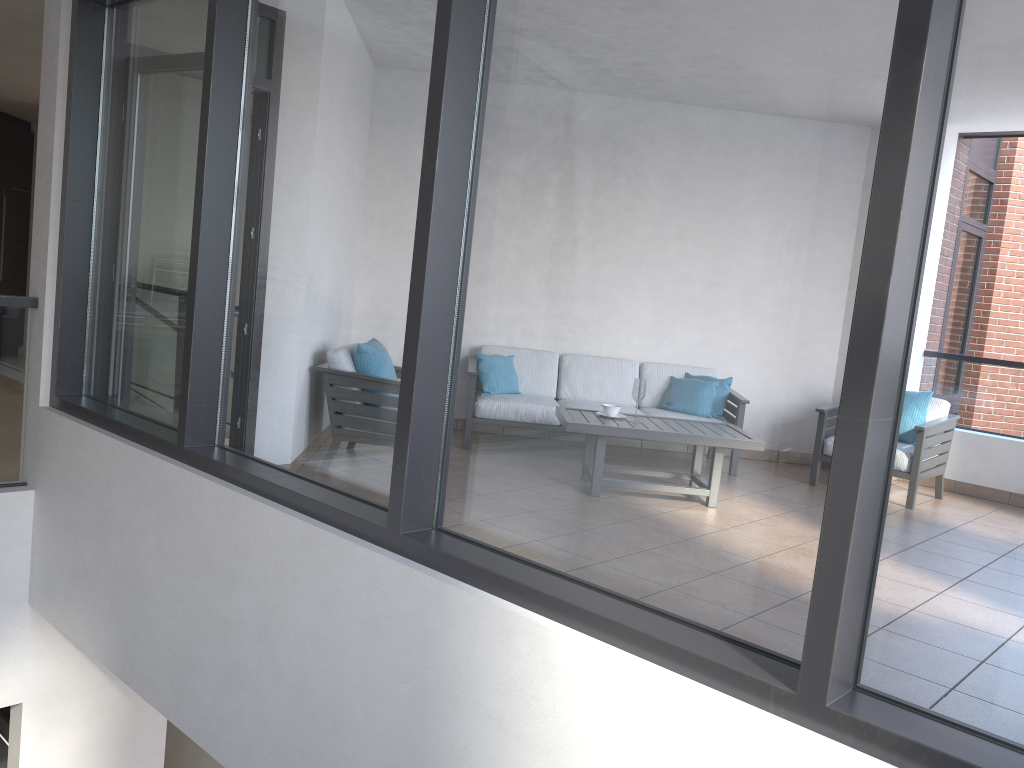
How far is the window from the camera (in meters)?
1.62

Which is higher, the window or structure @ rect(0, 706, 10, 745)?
the window

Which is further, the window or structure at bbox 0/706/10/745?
structure at bbox 0/706/10/745

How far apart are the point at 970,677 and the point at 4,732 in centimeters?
535cm

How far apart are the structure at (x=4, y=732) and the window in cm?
230

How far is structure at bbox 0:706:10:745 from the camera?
5.12m

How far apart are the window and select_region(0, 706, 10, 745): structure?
2.3m

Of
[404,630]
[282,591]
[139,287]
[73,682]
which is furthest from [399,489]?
[73,682]

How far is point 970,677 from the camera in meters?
1.6 m

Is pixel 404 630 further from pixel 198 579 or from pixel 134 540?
pixel 134 540
